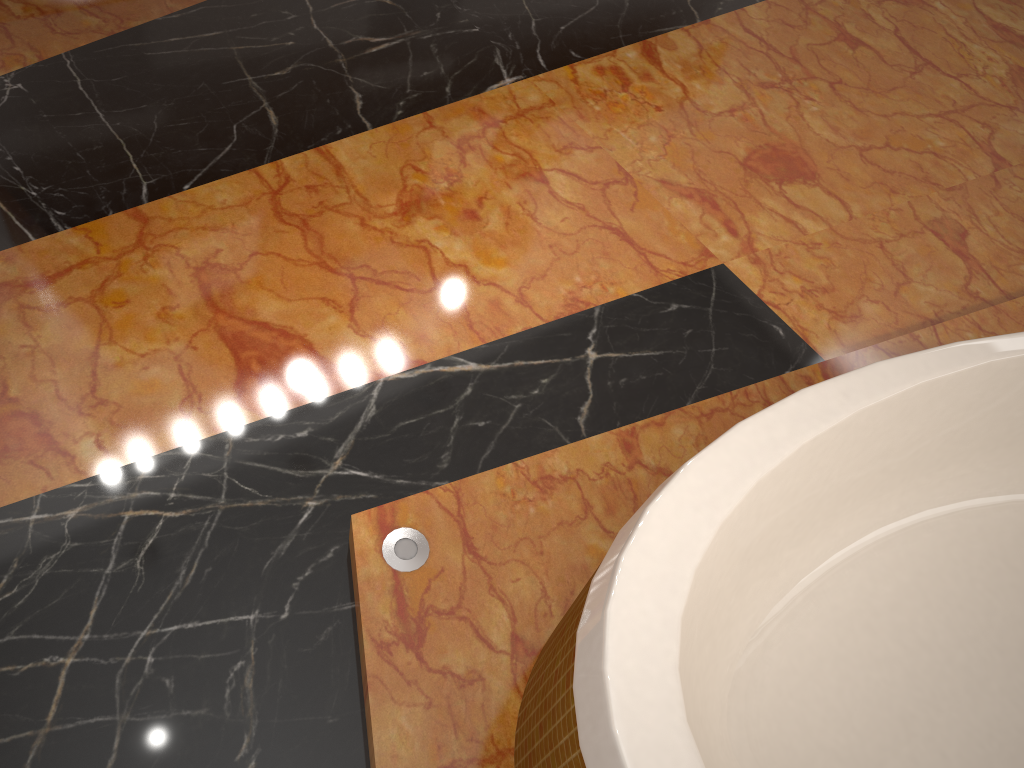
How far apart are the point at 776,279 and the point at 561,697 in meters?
1.2

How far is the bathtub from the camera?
0.9 meters

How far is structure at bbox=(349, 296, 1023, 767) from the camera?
1.2m

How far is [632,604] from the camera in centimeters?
90cm

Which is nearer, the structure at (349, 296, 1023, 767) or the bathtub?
the bathtub

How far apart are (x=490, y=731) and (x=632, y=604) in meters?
0.4

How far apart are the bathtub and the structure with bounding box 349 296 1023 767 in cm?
3

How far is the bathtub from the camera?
0.9m

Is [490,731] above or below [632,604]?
below
